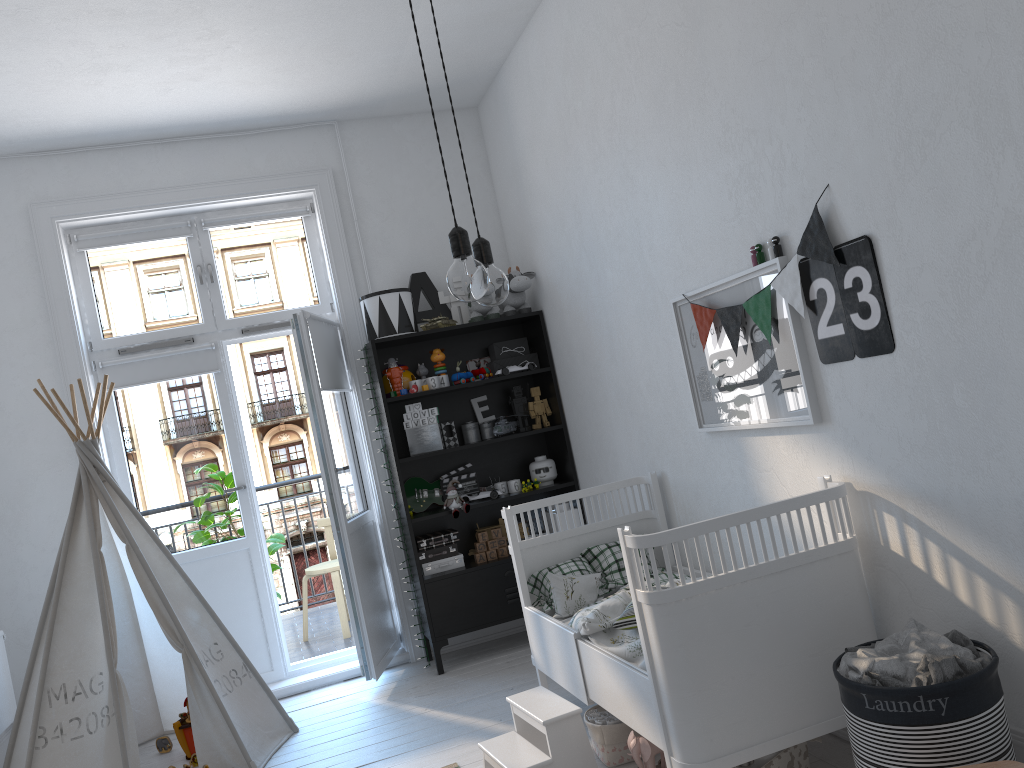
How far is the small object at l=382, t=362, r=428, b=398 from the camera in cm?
442

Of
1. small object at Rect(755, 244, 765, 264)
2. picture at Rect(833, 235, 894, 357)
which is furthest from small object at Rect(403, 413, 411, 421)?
picture at Rect(833, 235, 894, 357)

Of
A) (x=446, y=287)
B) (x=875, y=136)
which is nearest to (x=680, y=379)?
→ (x=875, y=136)

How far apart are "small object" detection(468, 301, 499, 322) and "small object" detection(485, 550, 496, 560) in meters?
1.2

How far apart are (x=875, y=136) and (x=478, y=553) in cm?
298

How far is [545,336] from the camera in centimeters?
463cm

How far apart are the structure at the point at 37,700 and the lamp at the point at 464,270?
2.61m

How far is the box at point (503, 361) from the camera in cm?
471

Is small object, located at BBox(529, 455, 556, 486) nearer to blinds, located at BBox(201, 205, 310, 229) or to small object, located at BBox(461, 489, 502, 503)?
small object, located at BBox(461, 489, 502, 503)

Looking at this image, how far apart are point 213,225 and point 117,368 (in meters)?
0.89
